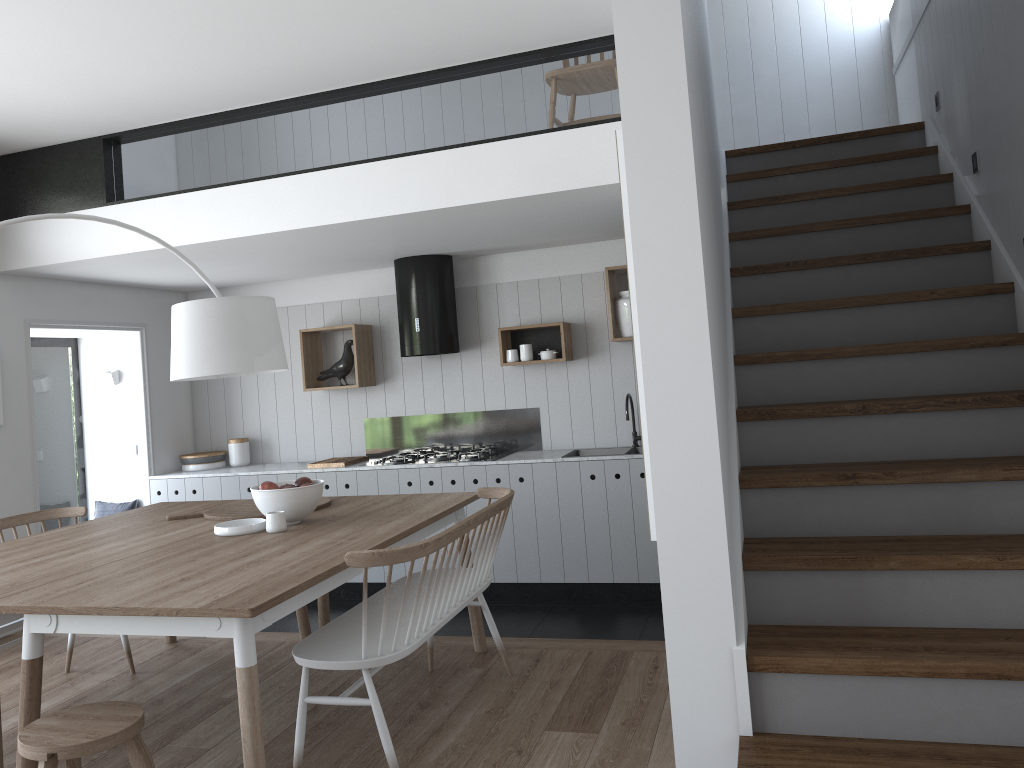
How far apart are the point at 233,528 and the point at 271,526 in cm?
16

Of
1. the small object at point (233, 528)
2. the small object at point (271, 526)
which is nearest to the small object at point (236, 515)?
the small object at point (233, 528)

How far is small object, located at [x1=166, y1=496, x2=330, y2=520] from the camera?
3.97m

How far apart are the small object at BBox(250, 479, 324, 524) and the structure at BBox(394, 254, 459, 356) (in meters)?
2.20

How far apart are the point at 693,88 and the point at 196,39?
2.2m

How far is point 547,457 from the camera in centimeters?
569cm

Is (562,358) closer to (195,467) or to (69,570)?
(195,467)

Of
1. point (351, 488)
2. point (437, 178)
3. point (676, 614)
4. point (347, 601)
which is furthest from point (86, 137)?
point (676, 614)

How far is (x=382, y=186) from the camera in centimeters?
441cm

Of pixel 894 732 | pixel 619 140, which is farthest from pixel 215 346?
pixel 894 732
